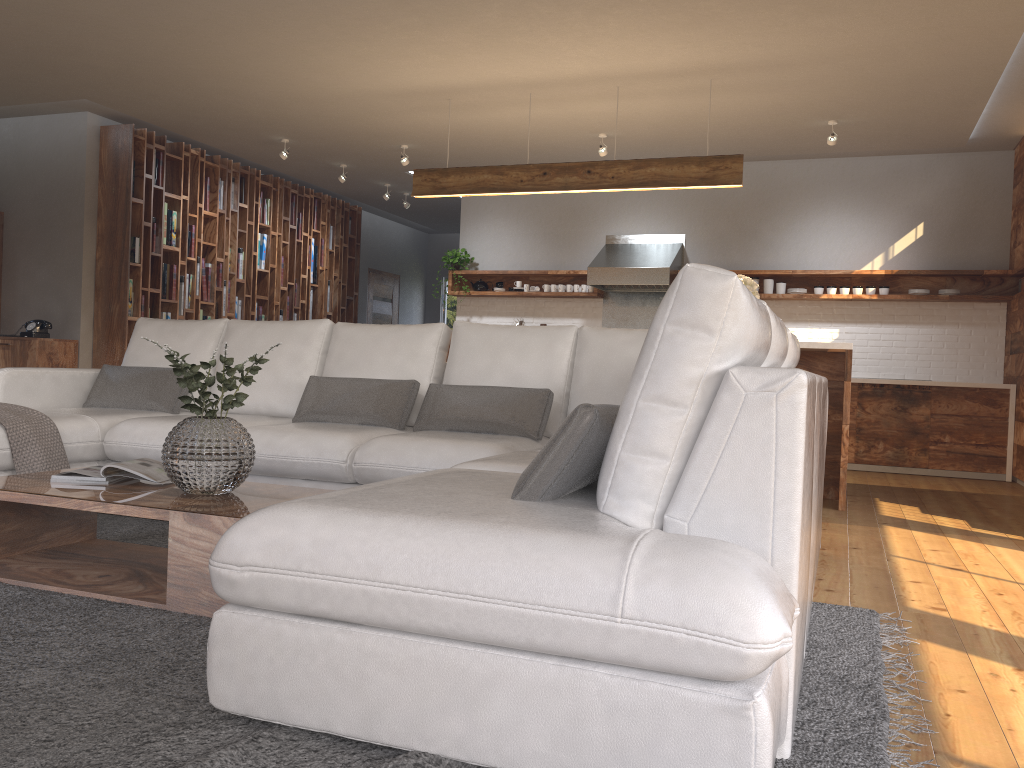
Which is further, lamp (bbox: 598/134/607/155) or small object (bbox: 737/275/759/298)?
lamp (bbox: 598/134/607/155)

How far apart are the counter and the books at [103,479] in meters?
6.5

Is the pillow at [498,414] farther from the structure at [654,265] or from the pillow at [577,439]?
the structure at [654,265]

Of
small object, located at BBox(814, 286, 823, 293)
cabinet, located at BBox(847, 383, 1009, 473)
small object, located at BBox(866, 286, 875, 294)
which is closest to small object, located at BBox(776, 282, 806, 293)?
small object, located at BBox(814, 286, 823, 293)

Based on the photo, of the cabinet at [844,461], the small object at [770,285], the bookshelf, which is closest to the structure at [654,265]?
the small object at [770,285]

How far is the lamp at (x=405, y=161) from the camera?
8.06m

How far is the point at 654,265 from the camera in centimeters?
812cm

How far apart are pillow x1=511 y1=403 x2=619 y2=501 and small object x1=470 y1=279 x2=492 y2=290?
7.1m

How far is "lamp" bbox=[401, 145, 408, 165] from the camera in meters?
8.1

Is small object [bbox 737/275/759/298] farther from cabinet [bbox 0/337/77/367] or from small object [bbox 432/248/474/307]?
cabinet [bbox 0/337/77/367]
